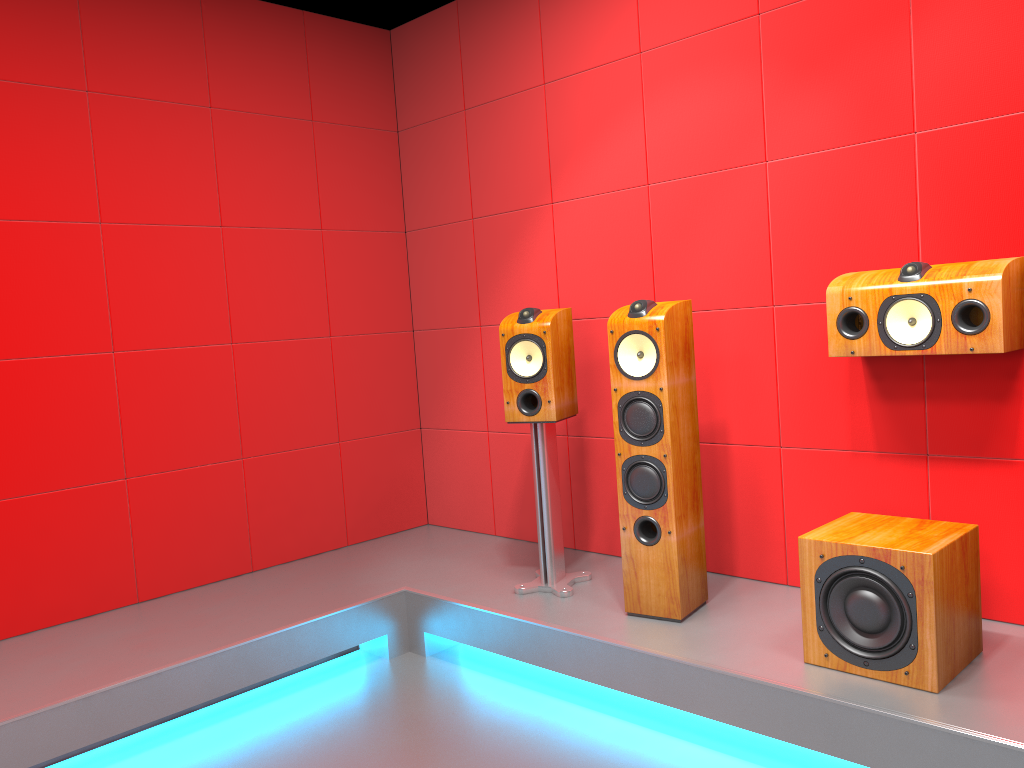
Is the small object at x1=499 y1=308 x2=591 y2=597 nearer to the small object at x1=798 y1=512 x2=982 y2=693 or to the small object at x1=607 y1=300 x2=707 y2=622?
the small object at x1=607 y1=300 x2=707 y2=622

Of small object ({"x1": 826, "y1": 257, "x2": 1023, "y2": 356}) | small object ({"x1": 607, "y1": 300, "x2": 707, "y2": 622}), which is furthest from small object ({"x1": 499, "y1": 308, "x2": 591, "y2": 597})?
small object ({"x1": 826, "y1": 257, "x2": 1023, "y2": 356})

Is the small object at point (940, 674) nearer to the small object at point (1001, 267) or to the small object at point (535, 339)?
the small object at point (1001, 267)

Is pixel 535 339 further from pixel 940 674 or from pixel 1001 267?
pixel 940 674

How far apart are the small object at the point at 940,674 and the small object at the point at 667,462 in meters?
0.5

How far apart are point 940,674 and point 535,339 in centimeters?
164cm

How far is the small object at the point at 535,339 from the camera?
3.2 meters

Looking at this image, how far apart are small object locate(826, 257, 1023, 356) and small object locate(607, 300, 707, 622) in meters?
0.5

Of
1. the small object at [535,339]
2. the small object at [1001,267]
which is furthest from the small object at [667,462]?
the small object at [1001,267]

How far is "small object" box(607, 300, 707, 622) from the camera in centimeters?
284cm
